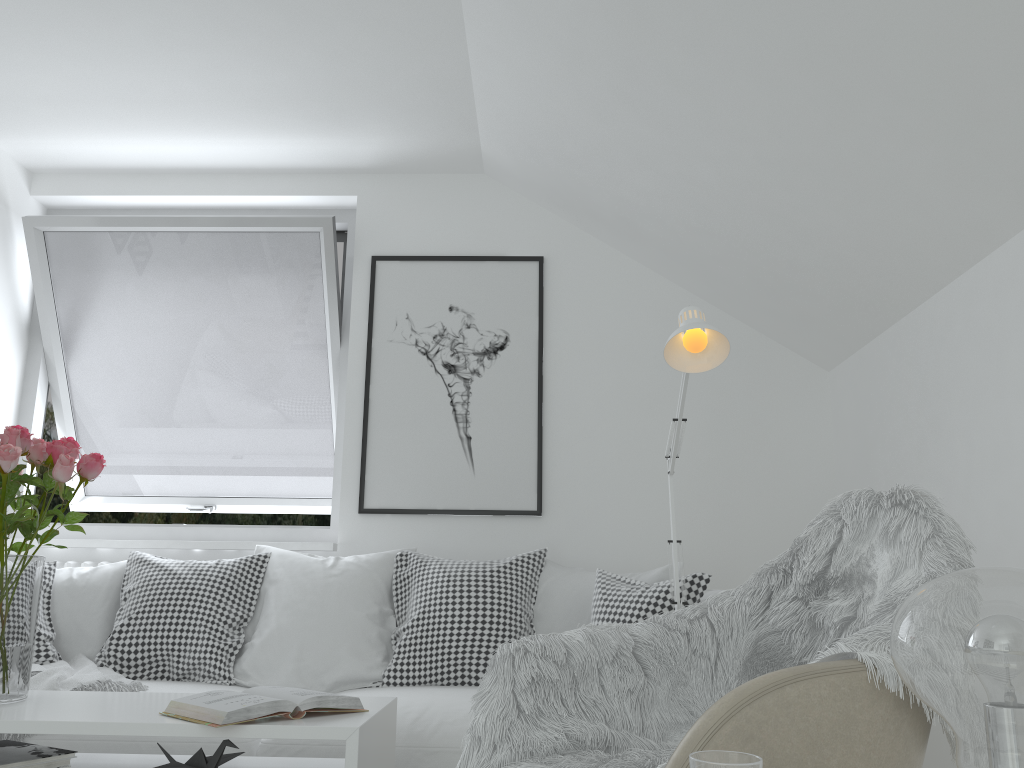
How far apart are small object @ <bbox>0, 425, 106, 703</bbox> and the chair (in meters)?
1.41

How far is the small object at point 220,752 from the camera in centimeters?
178cm

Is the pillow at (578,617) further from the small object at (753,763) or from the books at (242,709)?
the small object at (753,763)

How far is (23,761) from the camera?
1.8m

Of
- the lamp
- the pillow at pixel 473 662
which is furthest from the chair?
the pillow at pixel 473 662

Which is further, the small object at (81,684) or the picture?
the picture

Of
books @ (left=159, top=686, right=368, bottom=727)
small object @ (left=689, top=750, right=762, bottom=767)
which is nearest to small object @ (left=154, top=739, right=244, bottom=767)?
books @ (left=159, top=686, right=368, bottom=727)

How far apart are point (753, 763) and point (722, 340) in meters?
1.2 m

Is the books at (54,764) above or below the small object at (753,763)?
below

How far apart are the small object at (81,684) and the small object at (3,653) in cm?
51
